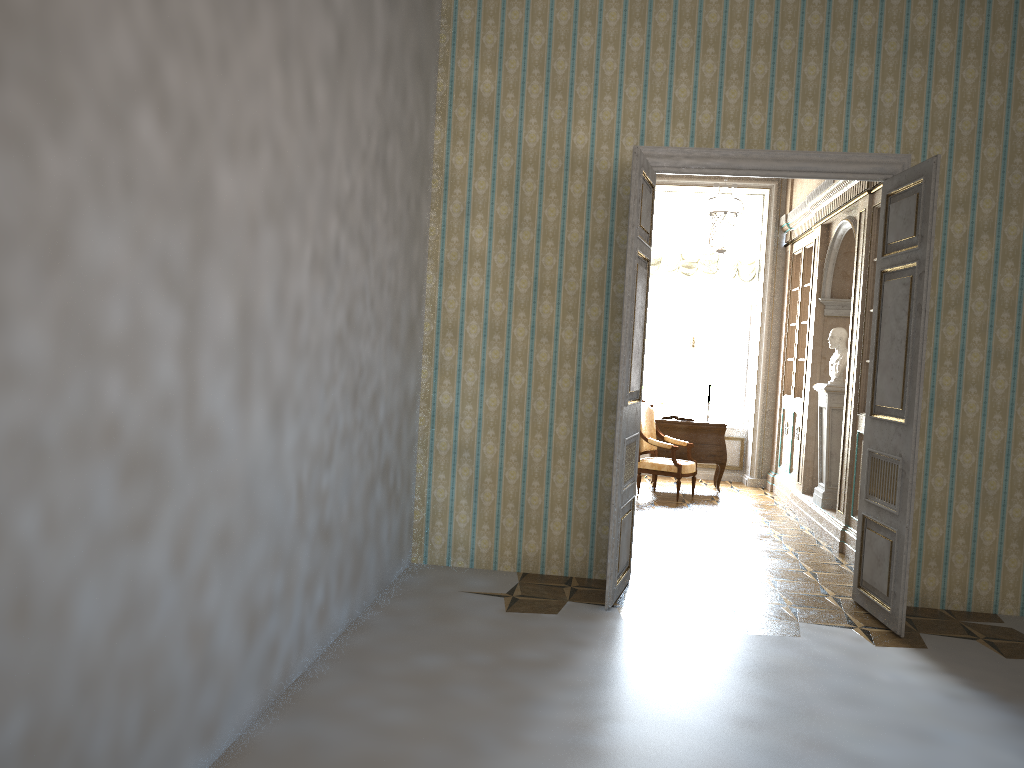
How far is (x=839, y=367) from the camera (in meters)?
7.91

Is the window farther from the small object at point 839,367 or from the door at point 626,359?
the door at point 626,359

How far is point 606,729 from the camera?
3.5 meters

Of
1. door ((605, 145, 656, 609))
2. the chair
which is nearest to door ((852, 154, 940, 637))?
door ((605, 145, 656, 609))

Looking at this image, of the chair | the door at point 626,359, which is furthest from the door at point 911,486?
the chair

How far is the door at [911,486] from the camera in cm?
488

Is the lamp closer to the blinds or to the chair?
the blinds

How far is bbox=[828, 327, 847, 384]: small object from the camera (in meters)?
7.91

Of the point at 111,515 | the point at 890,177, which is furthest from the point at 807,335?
the point at 111,515

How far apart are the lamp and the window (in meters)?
1.73
